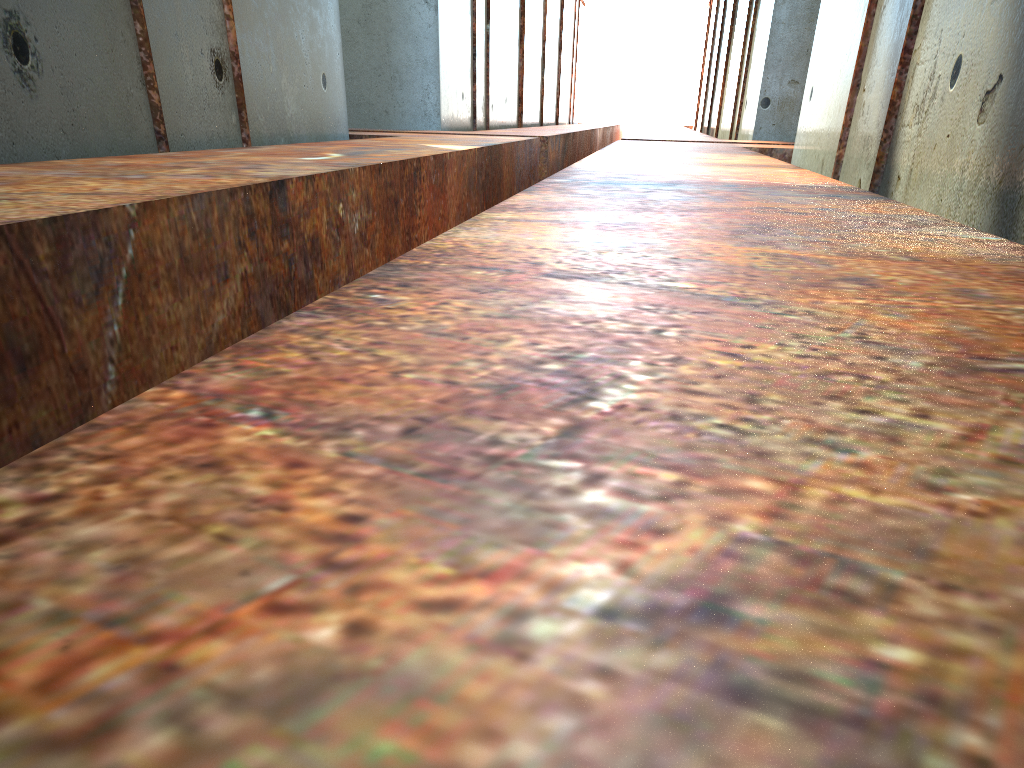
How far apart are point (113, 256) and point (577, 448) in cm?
212
